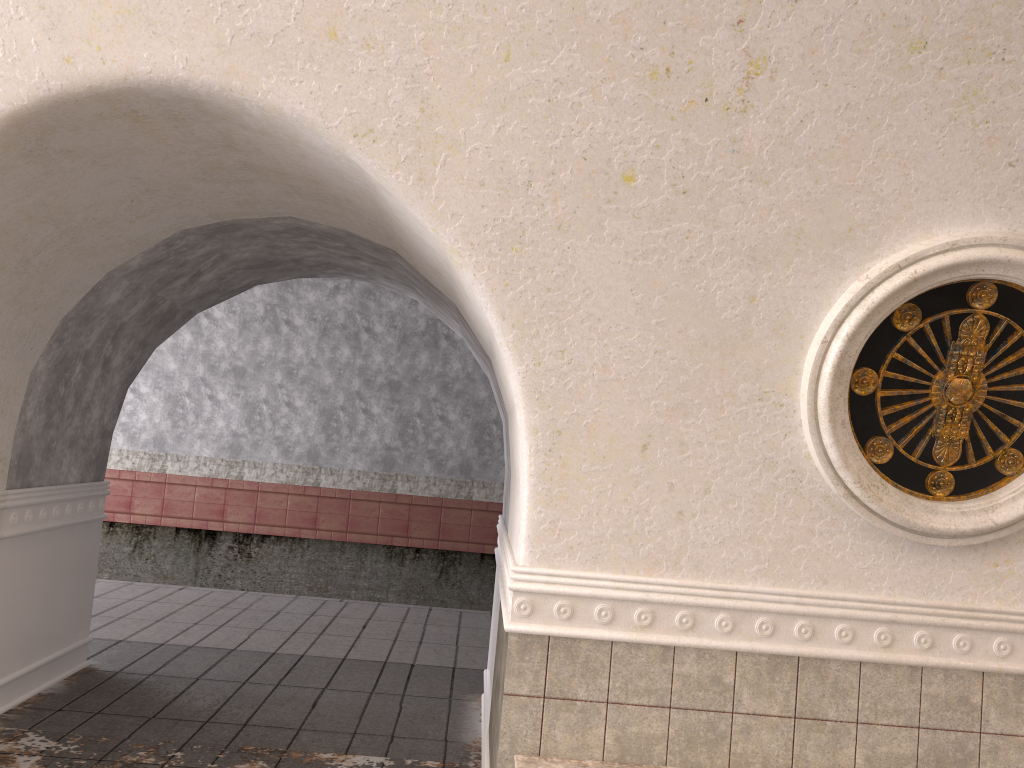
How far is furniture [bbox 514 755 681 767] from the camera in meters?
3.4 m

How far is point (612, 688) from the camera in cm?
350

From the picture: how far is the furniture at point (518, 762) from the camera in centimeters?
338cm

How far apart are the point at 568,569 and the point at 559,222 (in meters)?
1.36

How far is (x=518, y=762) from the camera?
3.4m
